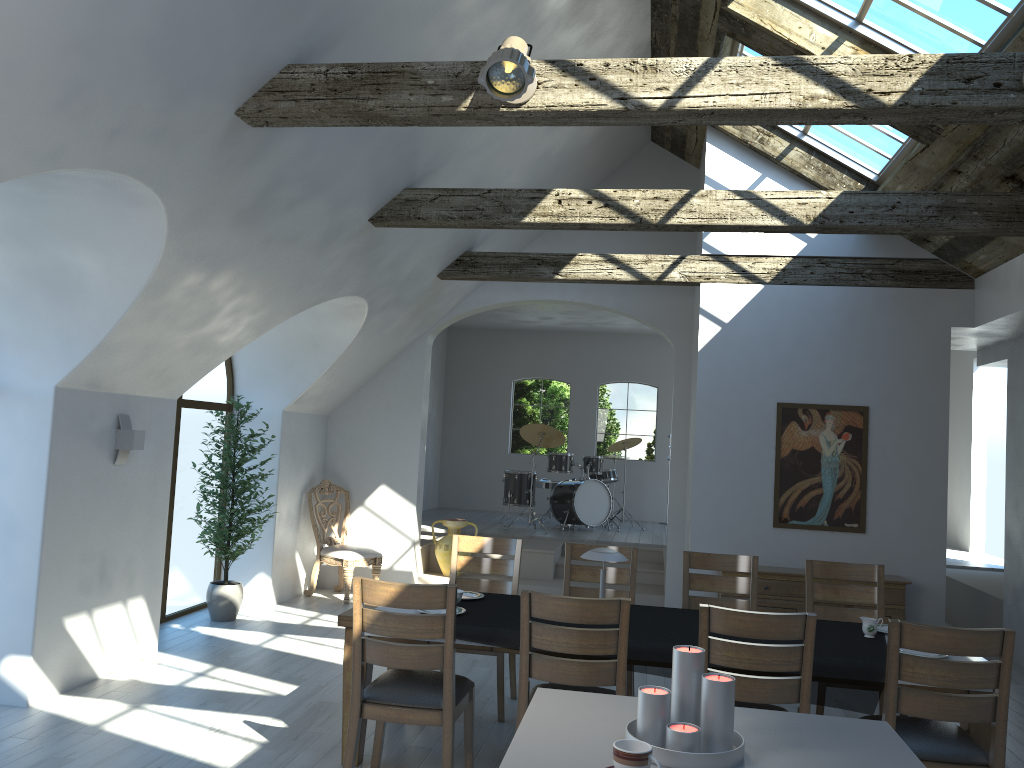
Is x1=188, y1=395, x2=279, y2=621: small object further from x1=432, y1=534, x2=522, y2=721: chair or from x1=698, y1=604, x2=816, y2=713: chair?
x1=698, y1=604, x2=816, y2=713: chair

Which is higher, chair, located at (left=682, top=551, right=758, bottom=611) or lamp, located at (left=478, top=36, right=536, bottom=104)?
lamp, located at (left=478, top=36, right=536, bottom=104)

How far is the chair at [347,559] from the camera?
8.51m

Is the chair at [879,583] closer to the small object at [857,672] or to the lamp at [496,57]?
the small object at [857,672]

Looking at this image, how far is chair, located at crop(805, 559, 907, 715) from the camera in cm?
539

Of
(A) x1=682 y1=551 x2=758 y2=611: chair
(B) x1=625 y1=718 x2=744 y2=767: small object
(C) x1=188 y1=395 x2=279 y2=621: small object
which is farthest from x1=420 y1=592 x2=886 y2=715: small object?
(C) x1=188 y1=395 x2=279 y2=621: small object

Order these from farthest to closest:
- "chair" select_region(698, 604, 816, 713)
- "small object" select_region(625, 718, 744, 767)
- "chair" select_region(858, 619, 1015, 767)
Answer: "chair" select_region(698, 604, 816, 713) → "chair" select_region(858, 619, 1015, 767) → "small object" select_region(625, 718, 744, 767)

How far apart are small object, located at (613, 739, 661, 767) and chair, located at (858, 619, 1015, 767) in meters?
2.0

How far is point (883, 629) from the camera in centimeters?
469cm

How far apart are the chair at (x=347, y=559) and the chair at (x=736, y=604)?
4.0m
